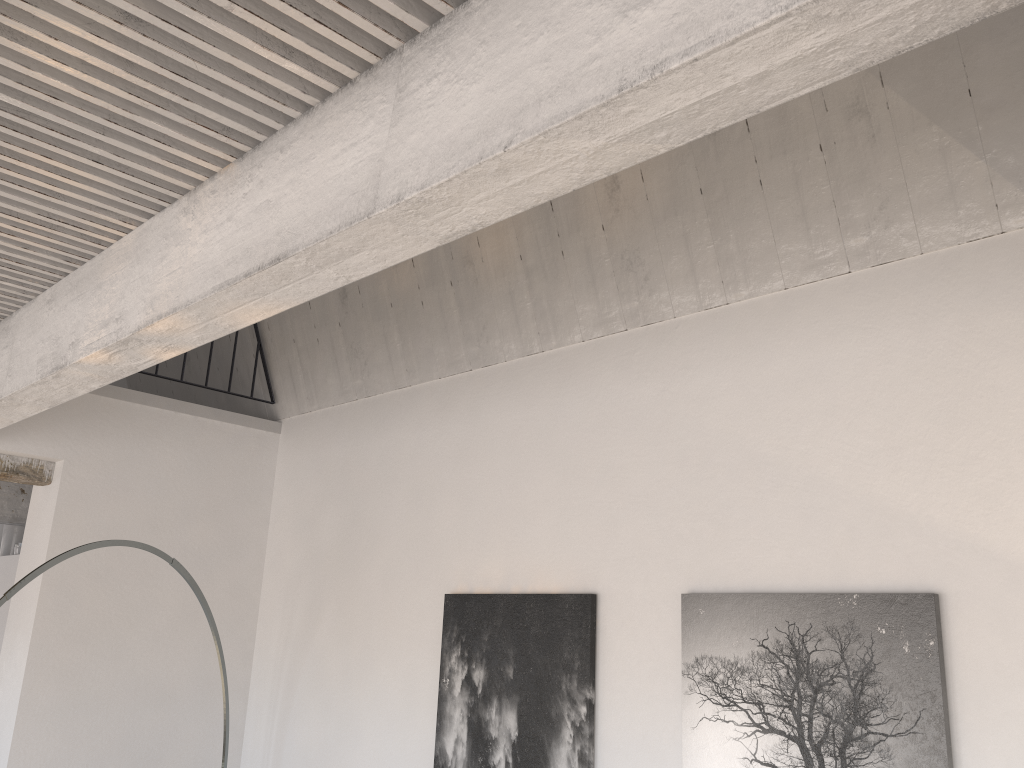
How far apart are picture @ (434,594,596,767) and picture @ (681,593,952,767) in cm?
37

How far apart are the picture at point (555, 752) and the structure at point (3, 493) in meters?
3.7

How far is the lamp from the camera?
2.7 meters

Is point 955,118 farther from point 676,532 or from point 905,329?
point 676,532

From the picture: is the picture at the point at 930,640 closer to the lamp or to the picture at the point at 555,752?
the picture at the point at 555,752

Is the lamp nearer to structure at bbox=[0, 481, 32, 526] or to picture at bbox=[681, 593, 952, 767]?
picture at bbox=[681, 593, 952, 767]

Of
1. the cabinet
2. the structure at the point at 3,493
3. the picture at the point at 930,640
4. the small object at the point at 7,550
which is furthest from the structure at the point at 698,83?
the small object at the point at 7,550

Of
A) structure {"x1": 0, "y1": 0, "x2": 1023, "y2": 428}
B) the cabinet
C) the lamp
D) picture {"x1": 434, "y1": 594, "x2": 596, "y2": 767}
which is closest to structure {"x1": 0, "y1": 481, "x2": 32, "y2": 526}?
the cabinet

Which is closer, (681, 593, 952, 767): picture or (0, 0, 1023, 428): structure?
(0, 0, 1023, 428): structure

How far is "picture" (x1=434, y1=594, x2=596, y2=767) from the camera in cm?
293
